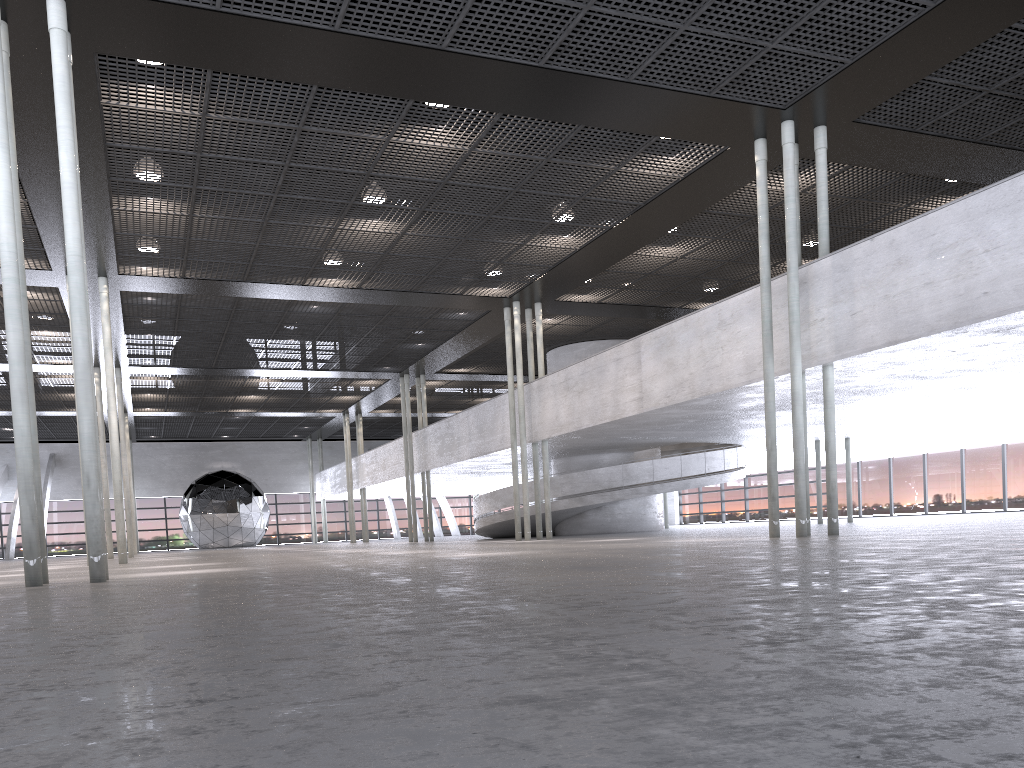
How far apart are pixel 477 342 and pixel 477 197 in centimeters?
1146cm

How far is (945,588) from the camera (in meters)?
3.67
